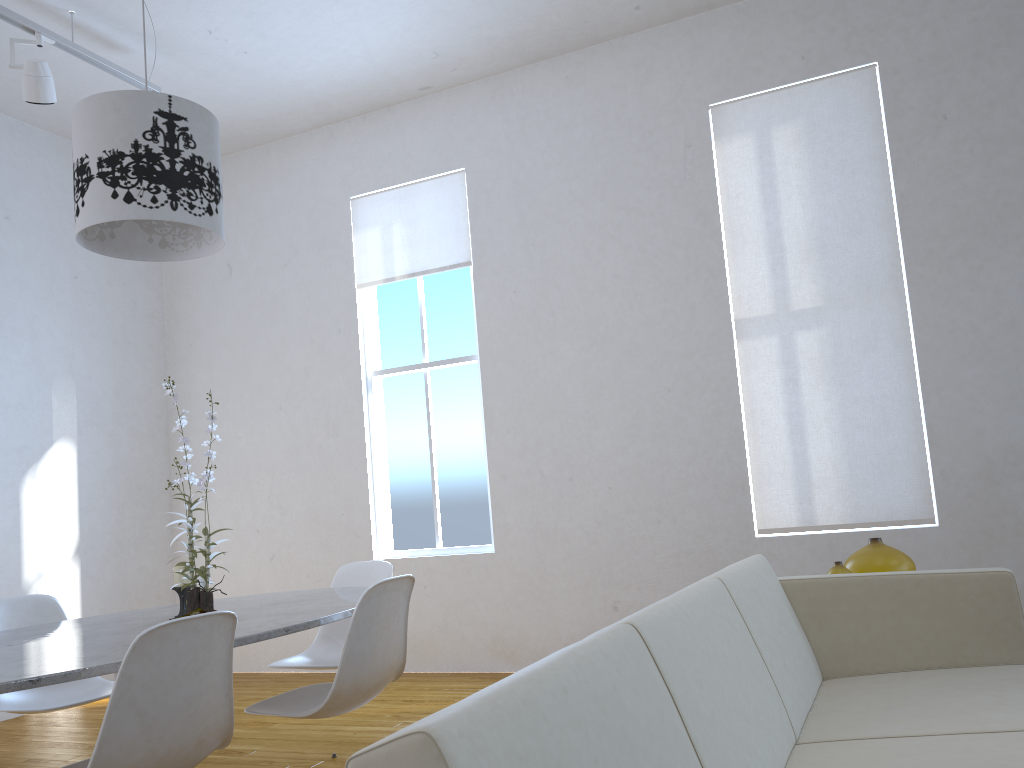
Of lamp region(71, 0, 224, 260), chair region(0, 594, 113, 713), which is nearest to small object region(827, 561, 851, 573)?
lamp region(71, 0, 224, 260)

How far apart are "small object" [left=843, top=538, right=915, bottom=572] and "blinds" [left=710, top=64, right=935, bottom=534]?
1.3m

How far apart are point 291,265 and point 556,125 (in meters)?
1.84

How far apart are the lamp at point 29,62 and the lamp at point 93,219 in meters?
1.6

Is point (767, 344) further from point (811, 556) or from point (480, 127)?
point (480, 127)

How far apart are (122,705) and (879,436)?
3.3m

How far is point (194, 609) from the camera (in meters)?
2.25

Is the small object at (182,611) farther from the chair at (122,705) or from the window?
the window

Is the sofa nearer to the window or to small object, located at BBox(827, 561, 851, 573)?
small object, located at BBox(827, 561, 851, 573)

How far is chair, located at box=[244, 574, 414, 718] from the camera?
2.2m
